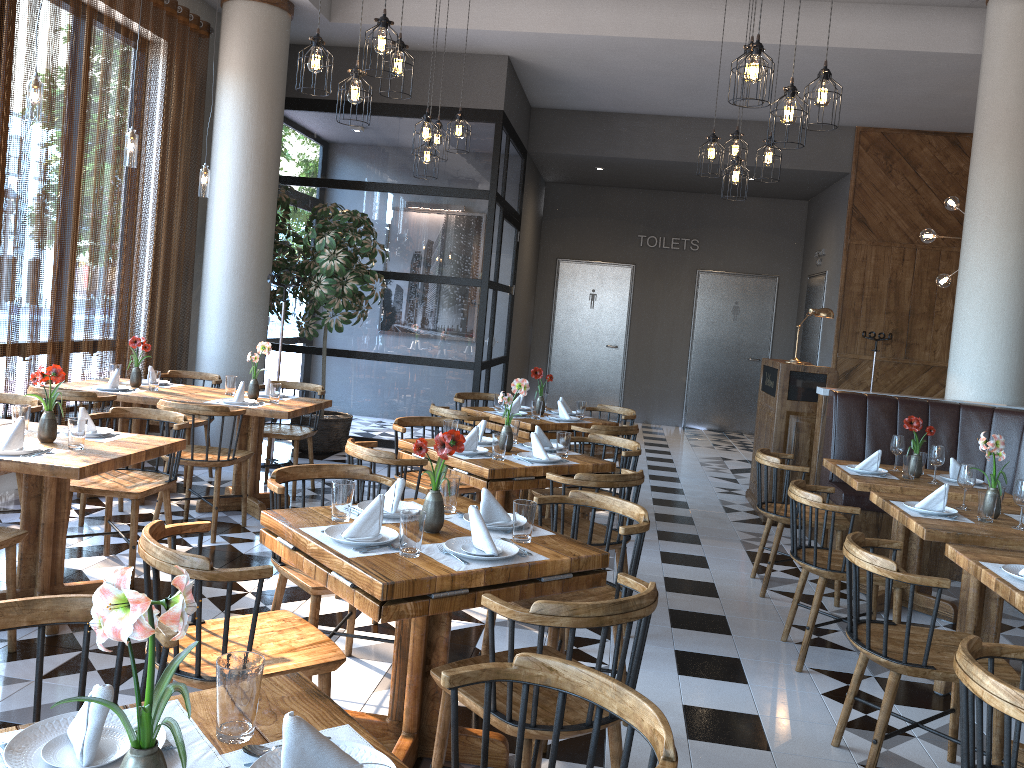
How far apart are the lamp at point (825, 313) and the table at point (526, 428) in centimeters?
188cm

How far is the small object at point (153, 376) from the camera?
6.0m

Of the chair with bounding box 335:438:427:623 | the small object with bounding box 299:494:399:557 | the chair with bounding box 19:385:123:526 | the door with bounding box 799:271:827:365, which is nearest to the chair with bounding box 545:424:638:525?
the chair with bounding box 335:438:427:623

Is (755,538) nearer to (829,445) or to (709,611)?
(829,445)

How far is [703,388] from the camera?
13.3m

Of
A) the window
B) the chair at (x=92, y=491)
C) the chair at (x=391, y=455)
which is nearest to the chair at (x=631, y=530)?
the chair at (x=391, y=455)

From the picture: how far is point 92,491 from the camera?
4.4m

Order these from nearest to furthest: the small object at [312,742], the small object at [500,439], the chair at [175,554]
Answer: the small object at [312,742] < the chair at [175,554] < the small object at [500,439]

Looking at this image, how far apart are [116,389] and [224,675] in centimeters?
486cm

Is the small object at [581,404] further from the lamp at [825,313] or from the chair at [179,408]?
the chair at [179,408]
